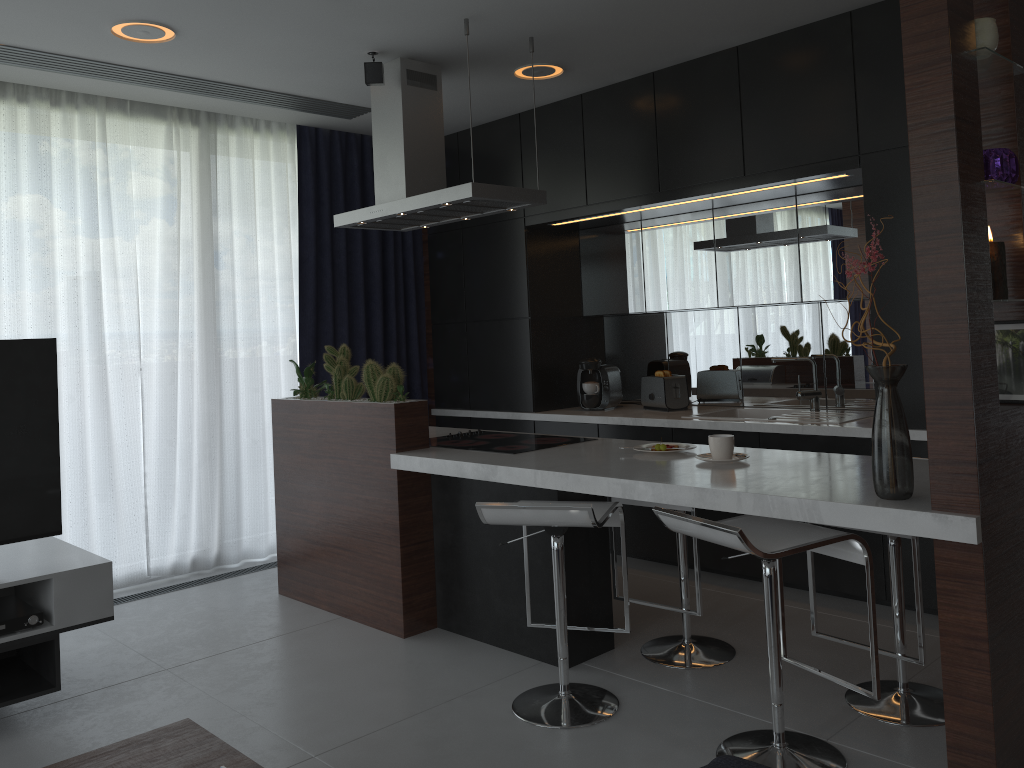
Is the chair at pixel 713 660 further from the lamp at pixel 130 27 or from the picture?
the lamp at pixel 130 27

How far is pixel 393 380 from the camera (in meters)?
3.79

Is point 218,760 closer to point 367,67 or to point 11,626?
point 11,626

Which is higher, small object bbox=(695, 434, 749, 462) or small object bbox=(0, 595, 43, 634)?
small object bbox=(695, 434, 749, 462)

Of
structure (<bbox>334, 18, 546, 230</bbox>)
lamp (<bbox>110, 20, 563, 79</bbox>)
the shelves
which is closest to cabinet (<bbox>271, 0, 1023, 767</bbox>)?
structure (<bbox>334, 18, 546, 230</bbox>)

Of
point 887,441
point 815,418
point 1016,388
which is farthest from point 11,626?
point 815,418

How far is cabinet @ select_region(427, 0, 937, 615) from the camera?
3.7 meters

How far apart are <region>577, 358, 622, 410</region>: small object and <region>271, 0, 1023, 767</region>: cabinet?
1.1m

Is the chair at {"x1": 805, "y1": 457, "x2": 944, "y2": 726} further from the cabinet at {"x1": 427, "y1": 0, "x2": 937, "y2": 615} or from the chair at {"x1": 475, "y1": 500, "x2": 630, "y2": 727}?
the cabinet at {"x1": 427, "y1": 0, "x2": 937, "y2": 615}

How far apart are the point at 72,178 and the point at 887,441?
4.2 meters
